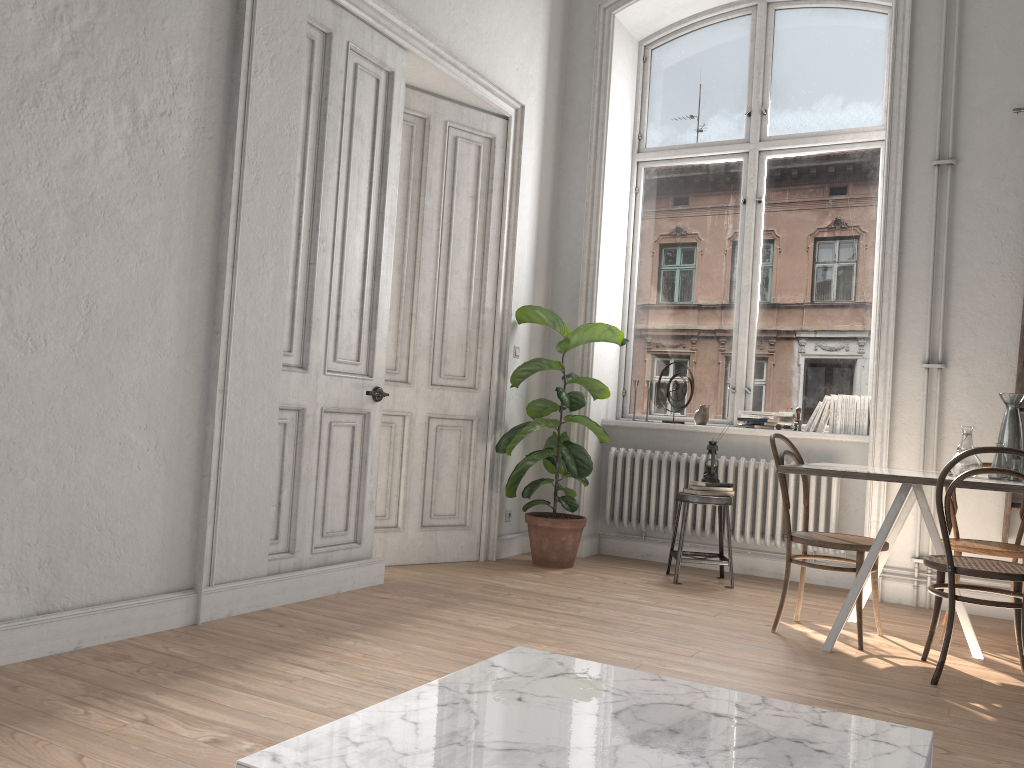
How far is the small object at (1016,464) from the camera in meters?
3.8

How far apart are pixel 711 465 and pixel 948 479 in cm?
197

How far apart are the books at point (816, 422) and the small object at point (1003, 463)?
1.71m

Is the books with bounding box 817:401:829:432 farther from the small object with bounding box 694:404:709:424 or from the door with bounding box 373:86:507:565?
the door with bounding box 373:86:507:565

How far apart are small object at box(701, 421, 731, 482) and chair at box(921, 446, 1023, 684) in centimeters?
177cm

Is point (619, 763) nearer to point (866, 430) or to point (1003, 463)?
point (1003, 463)

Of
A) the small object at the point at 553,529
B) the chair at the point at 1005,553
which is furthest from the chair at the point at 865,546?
the small object at the point at 553,529

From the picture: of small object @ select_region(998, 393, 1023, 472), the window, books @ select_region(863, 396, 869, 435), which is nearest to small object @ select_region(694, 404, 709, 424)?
the window

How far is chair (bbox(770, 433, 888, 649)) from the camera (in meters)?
3.91

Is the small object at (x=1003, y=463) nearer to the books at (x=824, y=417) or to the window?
the books at (x=824, y=417)
